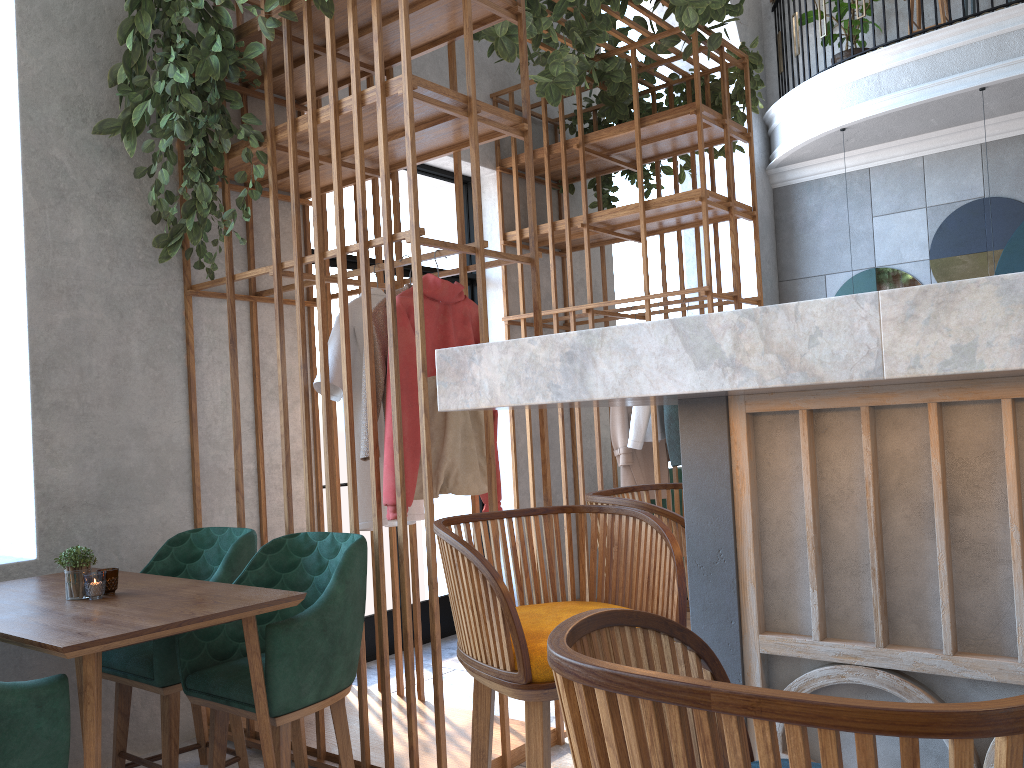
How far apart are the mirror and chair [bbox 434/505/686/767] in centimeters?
697cm

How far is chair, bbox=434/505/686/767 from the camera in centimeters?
132cm

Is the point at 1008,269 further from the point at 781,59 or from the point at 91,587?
the point at 91,587

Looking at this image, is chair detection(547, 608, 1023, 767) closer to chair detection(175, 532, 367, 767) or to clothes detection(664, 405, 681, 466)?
chair detection(175, 532, 367, 767)

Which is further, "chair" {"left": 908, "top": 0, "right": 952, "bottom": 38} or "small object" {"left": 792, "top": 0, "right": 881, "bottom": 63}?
"small object" {"left": 792, "top": 0, "right": 881, "bottom": 63}

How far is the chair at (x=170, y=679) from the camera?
2.8m

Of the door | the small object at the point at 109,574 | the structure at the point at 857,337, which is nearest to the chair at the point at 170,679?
the small object at the point at 109,574

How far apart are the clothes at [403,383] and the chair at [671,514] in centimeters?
96cm

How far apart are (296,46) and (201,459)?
1.72m

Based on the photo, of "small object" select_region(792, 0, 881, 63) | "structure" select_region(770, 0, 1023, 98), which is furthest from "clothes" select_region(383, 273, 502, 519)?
"small object" select_region(792, 0, 881, 63)
